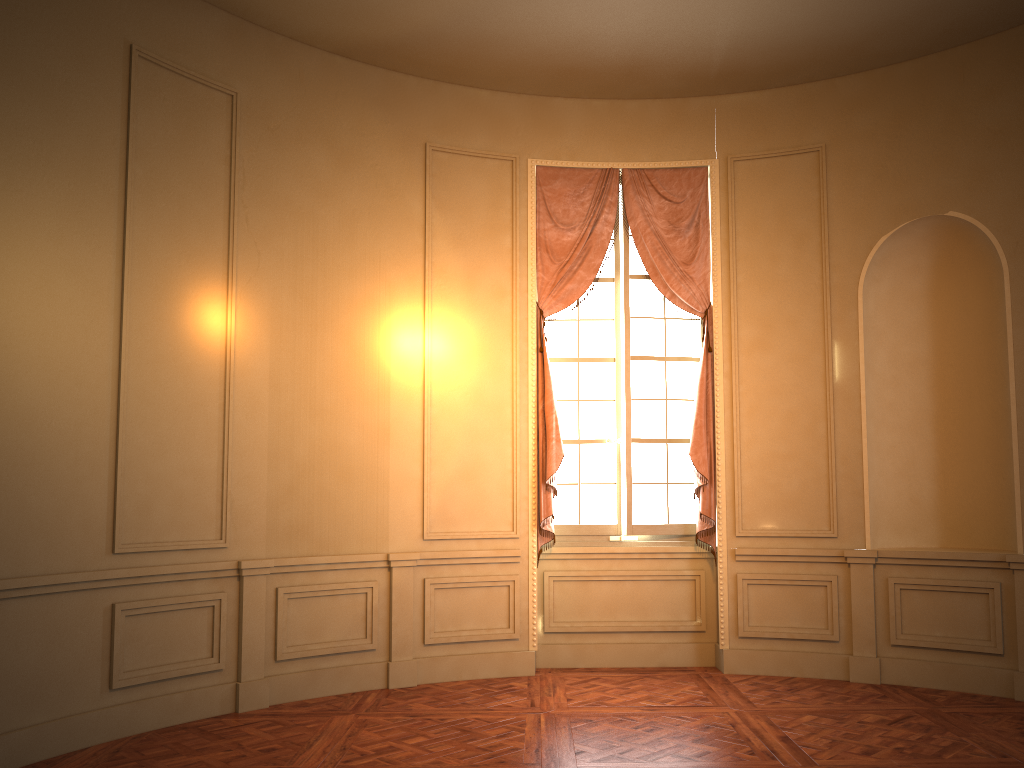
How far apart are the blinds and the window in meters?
0.1 m

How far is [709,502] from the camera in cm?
638

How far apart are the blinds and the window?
0.09m

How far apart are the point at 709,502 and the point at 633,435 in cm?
75

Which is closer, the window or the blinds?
the blinds

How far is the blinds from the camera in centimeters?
638cm

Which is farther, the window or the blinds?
the window

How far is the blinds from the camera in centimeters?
638cm

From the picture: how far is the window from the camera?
6.6 meters
